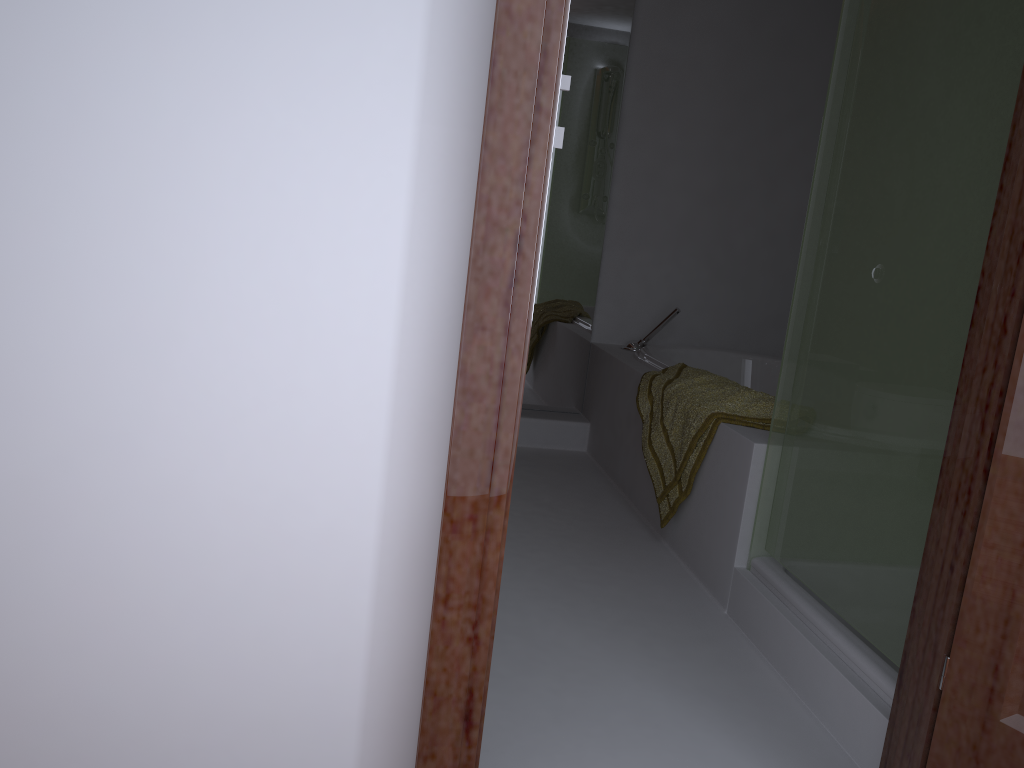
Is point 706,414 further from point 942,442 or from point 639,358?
point 639,358

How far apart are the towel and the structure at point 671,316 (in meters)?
0.63

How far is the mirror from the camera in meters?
3.7 m

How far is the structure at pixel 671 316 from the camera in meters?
3.7 m

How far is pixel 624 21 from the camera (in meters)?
3.66

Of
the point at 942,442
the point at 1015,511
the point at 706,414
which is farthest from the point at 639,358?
the point at 1015,511

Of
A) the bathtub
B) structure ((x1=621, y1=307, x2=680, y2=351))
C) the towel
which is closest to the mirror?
structure ((x1=621, y1=307, x2=680, y2=351))

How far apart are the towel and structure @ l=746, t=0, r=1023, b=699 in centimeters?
20cm

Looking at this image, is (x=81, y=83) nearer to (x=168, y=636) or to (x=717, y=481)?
(x=168, y=636)

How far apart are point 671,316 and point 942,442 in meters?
2.1 m
